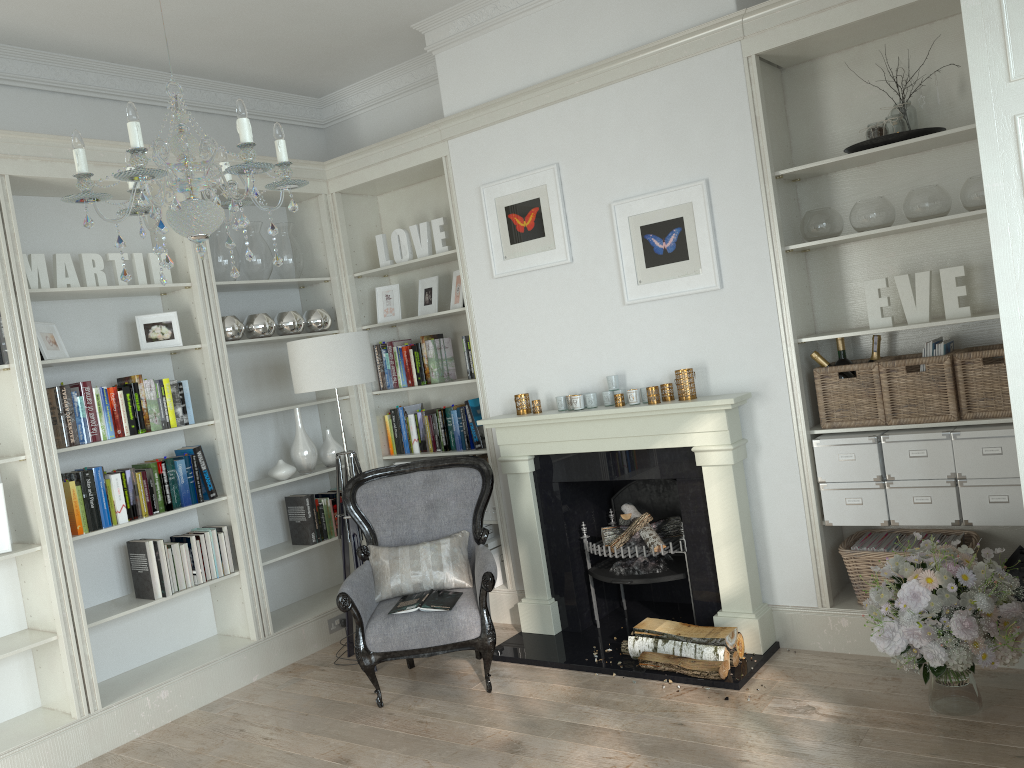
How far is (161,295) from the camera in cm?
487

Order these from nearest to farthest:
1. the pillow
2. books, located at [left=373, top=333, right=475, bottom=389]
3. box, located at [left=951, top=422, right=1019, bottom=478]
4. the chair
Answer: box, located at [left=951, top=422, right=1019, bottom=478]
the chair
the pillow
books, located at [left=373, top=333, right=475, bottom=389]

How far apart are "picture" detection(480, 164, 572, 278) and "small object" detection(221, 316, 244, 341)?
1.44m

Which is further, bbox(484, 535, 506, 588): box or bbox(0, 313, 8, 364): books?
bbox(484, 535, 506, 588): box

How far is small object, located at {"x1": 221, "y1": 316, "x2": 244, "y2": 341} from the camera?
4.81m

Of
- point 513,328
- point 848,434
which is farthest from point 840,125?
point 513,328

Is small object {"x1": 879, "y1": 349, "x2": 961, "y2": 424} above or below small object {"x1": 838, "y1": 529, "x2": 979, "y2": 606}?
above

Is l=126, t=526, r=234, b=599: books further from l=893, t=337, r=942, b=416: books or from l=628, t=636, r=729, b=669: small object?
l=893, t=337, r=942, b=416: books

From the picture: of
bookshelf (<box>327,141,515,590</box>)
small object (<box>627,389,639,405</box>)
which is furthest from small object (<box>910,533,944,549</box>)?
bookshelf (<box>327,141,515,590</box>)

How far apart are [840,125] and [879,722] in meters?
2.5
